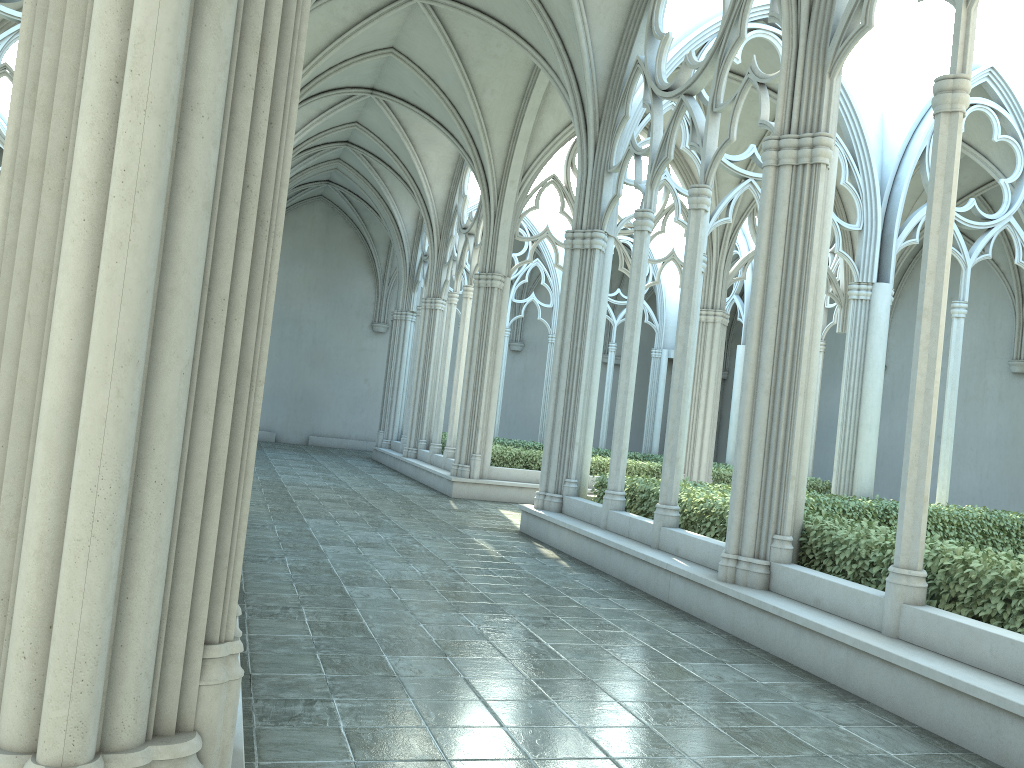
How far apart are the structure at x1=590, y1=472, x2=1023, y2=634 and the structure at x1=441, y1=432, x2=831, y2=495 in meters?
5.3

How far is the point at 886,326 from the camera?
12.97m

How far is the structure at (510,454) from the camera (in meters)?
16.78

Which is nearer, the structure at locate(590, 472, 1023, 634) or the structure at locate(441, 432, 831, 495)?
the structure at locate(590, 472, 1023, 634)

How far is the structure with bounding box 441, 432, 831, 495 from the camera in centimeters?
1678cm

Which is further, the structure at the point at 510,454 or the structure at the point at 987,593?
the structure at the point at 510,454

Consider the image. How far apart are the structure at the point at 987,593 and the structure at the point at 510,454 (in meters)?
5.25

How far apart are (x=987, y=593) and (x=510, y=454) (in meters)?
11.55
